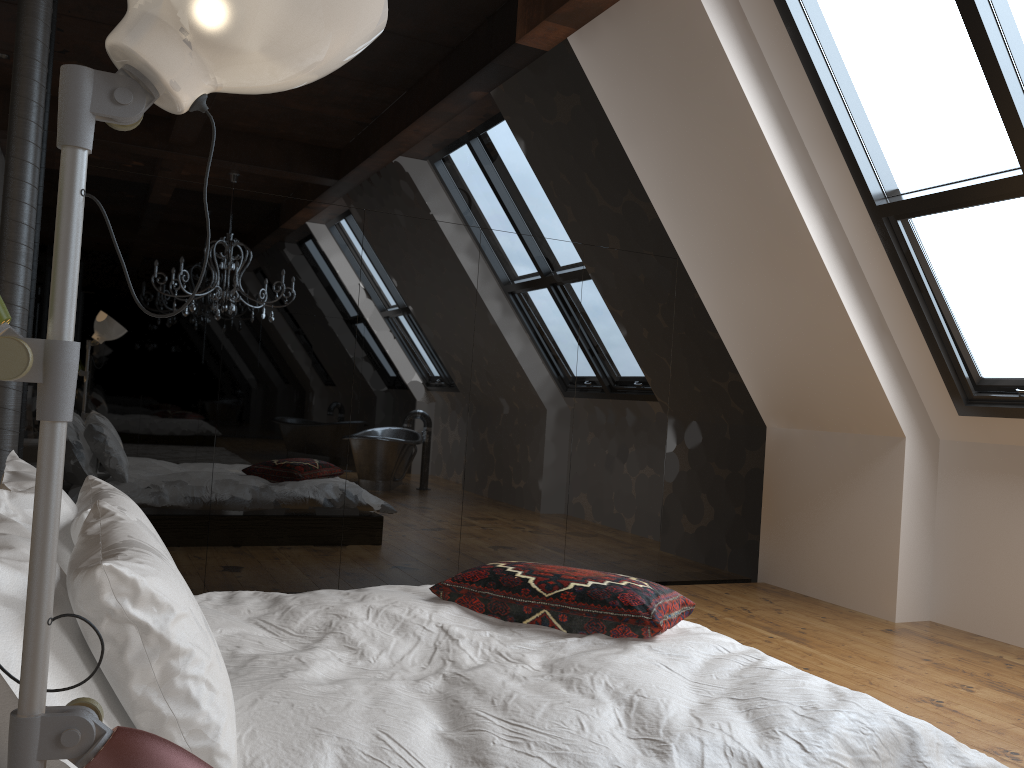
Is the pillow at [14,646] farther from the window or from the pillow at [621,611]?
the window

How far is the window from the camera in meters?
3.6 m

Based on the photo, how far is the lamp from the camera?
0.8 meters

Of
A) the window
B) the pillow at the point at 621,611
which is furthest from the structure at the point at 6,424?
the window

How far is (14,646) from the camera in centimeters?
119cm

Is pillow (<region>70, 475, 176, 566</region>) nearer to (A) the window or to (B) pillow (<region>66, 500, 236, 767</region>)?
(B) pillow (<region>66, 500, 236, 767</region>)

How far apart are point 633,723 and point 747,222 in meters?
3.5

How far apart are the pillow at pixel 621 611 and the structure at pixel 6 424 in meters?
2.1

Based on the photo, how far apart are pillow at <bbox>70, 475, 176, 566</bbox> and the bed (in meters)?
0.27

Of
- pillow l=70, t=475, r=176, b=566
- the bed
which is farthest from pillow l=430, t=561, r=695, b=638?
pillow l=70, t=475, r=176, b=566
